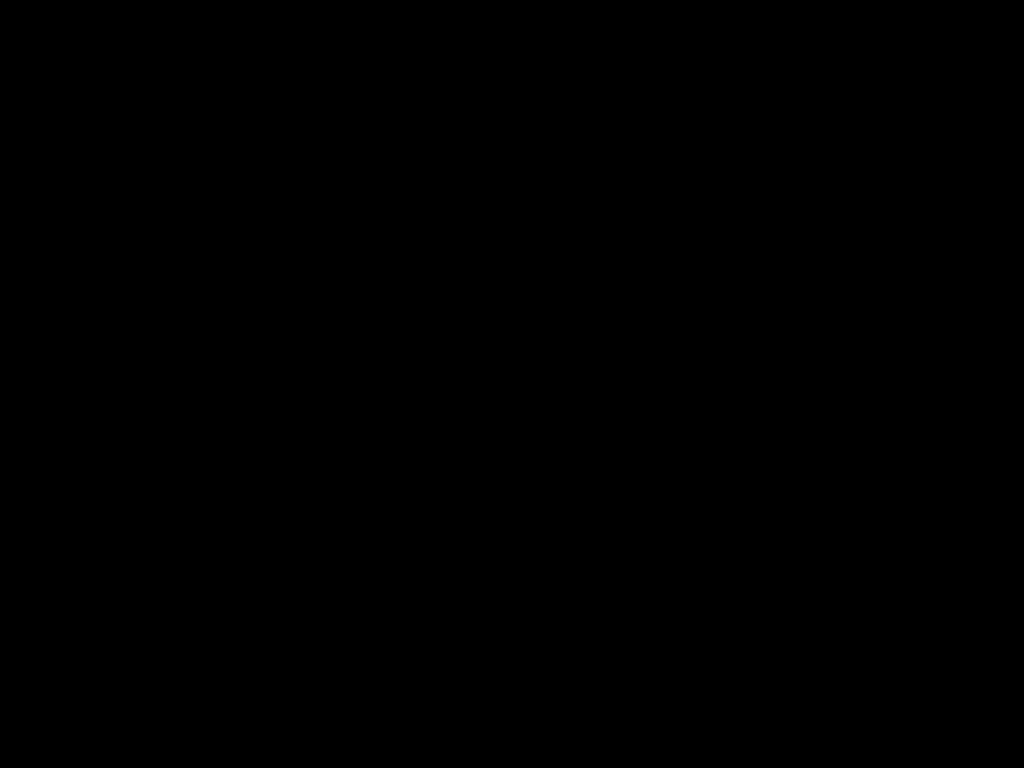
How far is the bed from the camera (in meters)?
0.28

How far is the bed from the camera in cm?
28

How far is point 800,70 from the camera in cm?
28
